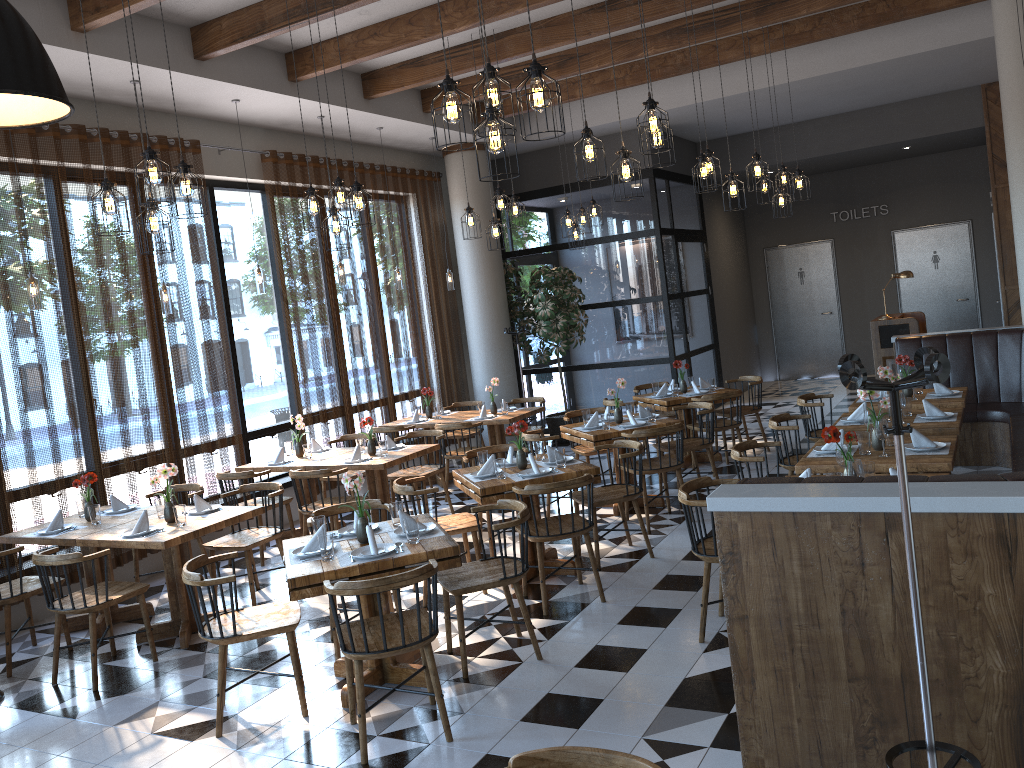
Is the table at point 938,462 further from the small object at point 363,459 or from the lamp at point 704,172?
the small object at point 363,459

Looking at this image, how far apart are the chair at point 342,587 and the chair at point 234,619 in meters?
0.3 m

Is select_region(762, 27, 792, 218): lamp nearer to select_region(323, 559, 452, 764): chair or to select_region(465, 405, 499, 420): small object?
select_region(465, 405, 499, 420): small object

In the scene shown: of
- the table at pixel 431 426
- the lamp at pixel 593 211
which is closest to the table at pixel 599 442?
the table at pixel 431 426

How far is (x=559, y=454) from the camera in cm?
616

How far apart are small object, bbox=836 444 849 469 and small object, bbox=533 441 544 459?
2.4 meters

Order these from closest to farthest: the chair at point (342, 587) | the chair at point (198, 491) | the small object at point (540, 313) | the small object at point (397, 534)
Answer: the chair at point (342, 587) < the small object at point (397, 534) < the chair at point (198, 491) < the small object at point (540, 313)

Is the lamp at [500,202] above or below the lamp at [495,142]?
above

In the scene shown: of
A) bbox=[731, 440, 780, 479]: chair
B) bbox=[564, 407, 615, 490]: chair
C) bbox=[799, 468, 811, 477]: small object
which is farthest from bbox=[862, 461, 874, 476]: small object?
bbox=[564, 407, 615, 490]: chair

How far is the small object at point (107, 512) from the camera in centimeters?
Answer: 655cm
